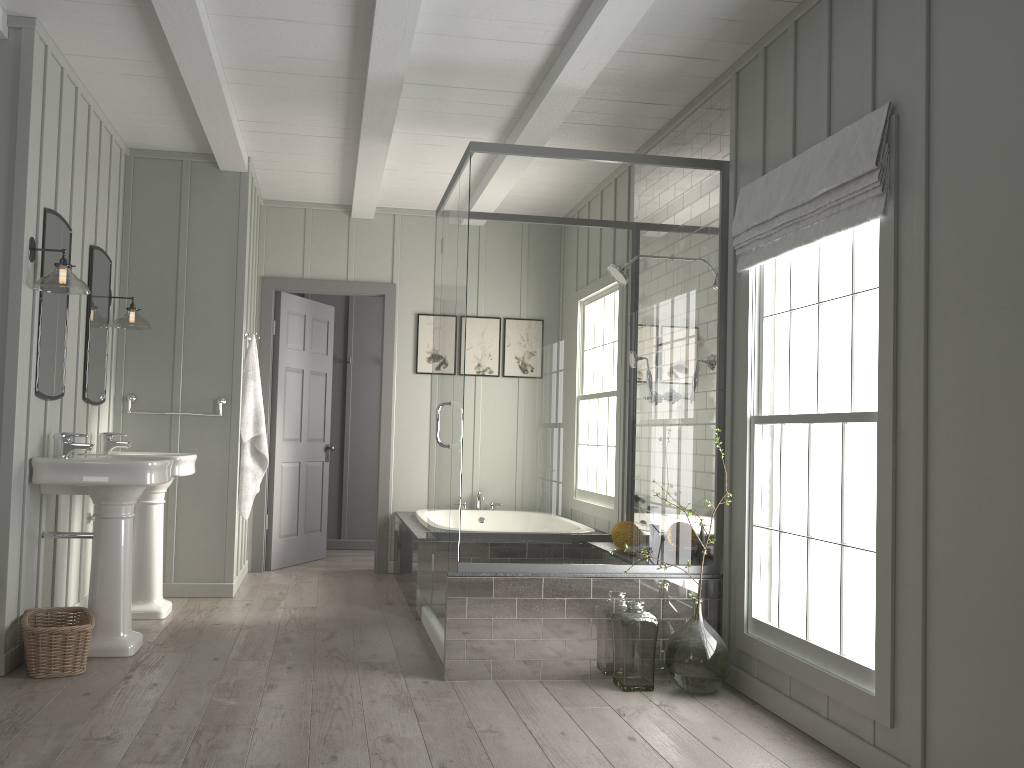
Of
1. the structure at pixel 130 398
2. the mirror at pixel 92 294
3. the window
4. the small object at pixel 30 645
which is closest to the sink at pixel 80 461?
the small object at pixel 30 645

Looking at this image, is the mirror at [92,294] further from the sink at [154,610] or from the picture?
the picture

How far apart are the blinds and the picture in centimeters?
327cm

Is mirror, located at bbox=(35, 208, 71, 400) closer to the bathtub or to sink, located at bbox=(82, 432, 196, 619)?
sink, located at bbox=(82, 432, 196, 619)

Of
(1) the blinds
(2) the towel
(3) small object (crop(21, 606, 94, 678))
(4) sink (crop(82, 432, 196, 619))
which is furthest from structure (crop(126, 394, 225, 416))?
(1) the blinds

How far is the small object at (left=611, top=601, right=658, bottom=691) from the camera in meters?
3.7 m

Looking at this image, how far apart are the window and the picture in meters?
3.3

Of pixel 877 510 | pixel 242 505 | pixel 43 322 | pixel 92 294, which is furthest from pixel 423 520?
pixel 877 510

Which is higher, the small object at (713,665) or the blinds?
the blinds

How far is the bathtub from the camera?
5.7m
